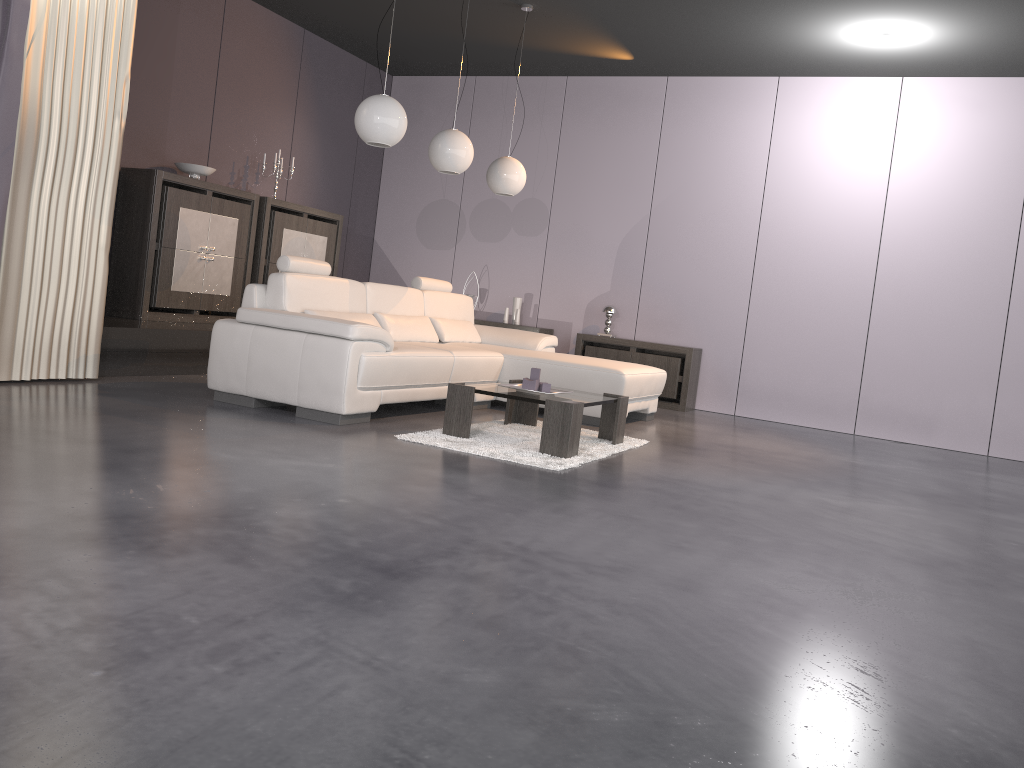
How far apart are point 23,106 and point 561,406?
3.1 meters

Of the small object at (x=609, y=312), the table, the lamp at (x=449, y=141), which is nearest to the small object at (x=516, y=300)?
the small object at (x=609, y=312)

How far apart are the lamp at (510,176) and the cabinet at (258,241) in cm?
193

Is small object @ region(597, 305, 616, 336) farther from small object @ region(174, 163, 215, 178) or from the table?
small object @ region(174, 163, 215, 178)

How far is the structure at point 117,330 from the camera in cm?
537

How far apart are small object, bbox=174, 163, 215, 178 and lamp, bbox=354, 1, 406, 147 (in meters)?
2.09

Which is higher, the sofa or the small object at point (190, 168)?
the small object at point (190, 168)

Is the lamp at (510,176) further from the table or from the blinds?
the blinds

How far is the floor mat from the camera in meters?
4.2

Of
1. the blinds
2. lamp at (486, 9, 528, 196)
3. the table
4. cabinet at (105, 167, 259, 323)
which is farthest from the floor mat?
cabinet at (105, 167, 259, 323)
